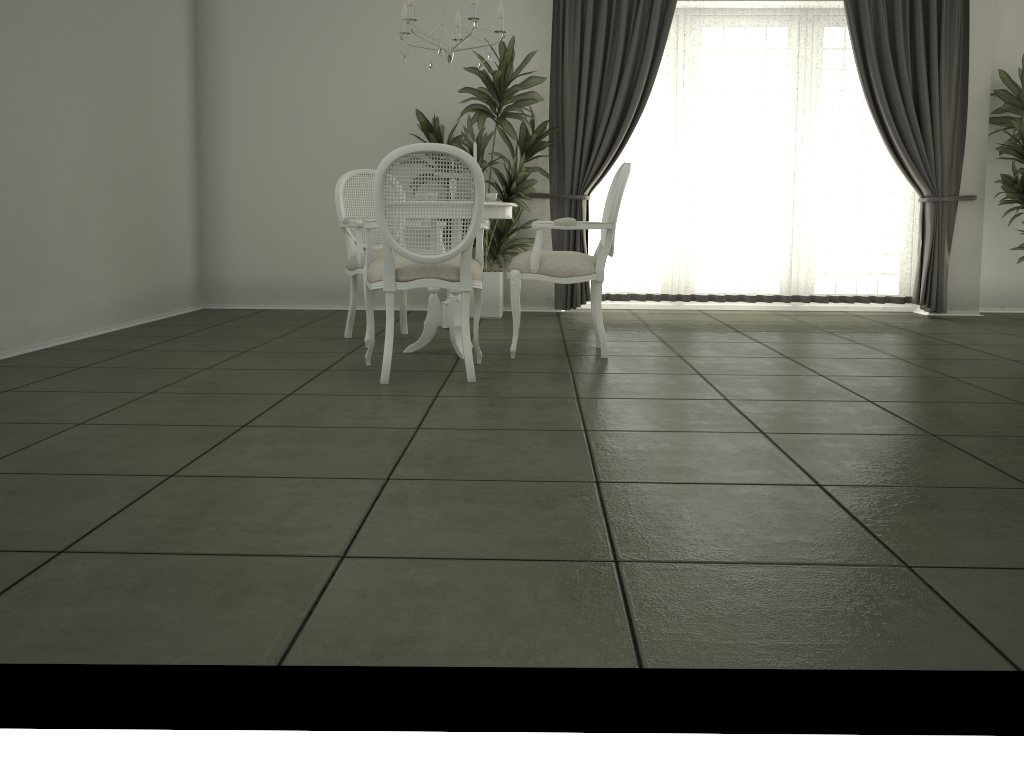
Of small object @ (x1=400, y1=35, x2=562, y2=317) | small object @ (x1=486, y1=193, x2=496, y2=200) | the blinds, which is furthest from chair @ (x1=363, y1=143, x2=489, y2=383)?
the blinds

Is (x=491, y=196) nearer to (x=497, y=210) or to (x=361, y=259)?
(x=497, y=210)

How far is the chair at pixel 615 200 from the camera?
4.6 meters

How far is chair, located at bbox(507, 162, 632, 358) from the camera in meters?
4.6 m

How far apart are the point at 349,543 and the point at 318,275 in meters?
5.5

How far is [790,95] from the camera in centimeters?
691cm

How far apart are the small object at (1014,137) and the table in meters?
4.2 m

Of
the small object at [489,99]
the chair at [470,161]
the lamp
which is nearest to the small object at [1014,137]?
the small object at [489,99]

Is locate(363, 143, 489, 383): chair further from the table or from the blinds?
the blinds

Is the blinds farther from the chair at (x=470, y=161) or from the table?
the chair at (x=470, y=161)
